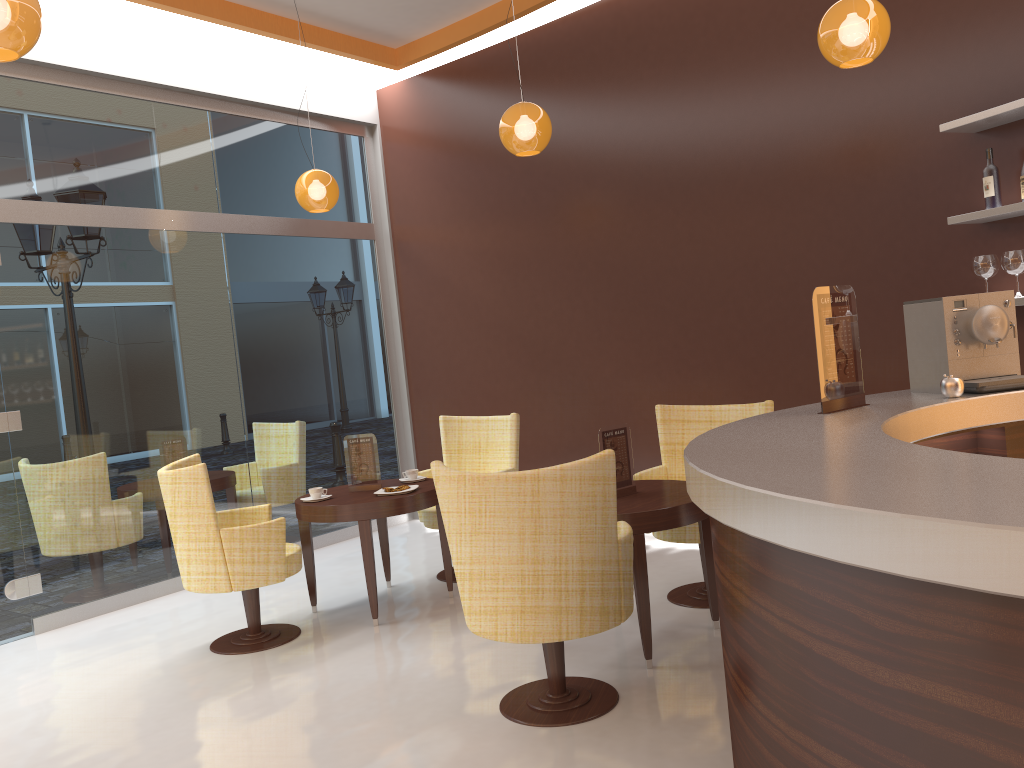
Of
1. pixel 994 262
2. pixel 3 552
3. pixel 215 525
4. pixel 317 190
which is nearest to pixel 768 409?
pixel 994 262

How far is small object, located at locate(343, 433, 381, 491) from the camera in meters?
5.2 m

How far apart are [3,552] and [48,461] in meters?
0.6 m

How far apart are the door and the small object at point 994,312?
4.95m

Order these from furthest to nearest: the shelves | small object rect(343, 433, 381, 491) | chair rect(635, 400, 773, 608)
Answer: small object rect(343, 433, 381, 491), chair rect(635, 400, 773, 608), the shelves

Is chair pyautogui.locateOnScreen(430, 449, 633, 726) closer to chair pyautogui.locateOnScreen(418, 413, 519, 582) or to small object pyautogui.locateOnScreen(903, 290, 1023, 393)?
small object pyautogui.locateOnScreen(903, 290, 1023, 393)

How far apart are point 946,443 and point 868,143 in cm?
240

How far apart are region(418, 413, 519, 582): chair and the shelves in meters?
2.7

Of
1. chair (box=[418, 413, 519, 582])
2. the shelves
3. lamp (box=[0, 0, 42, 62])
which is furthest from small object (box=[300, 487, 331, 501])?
the shelves

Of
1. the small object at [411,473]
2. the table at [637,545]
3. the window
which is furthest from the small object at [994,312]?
the window
